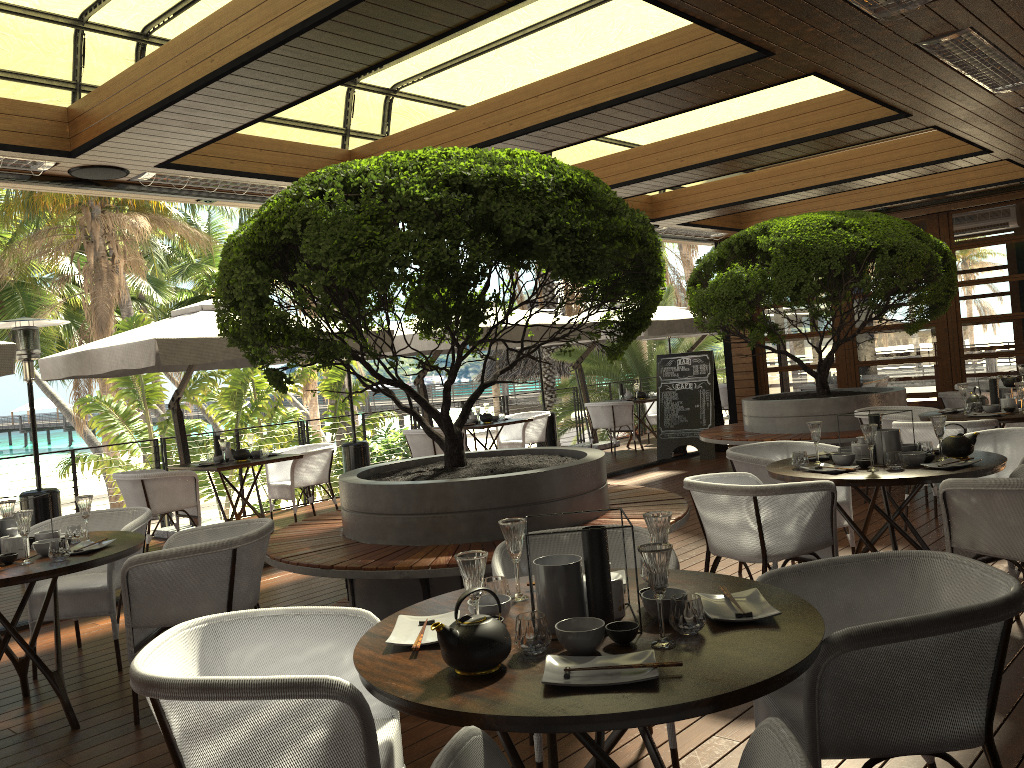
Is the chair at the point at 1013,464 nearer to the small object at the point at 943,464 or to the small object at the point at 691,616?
the small object at the point at 943,464

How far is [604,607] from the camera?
2.2 meters

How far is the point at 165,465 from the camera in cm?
921

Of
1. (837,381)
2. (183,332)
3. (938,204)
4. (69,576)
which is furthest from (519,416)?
(69,576)

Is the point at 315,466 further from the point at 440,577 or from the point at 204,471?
the point at 440,577

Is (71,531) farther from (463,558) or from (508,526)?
(463,558)

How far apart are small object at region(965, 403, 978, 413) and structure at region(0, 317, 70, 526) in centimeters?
738cm

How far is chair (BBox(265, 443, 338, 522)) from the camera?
8.7 meters

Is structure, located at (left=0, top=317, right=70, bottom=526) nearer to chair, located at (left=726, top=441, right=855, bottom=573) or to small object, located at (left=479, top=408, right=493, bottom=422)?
small object, located at (left=479, top=408, right=493, bottom=422)

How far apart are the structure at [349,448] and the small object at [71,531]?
5.5 meters
